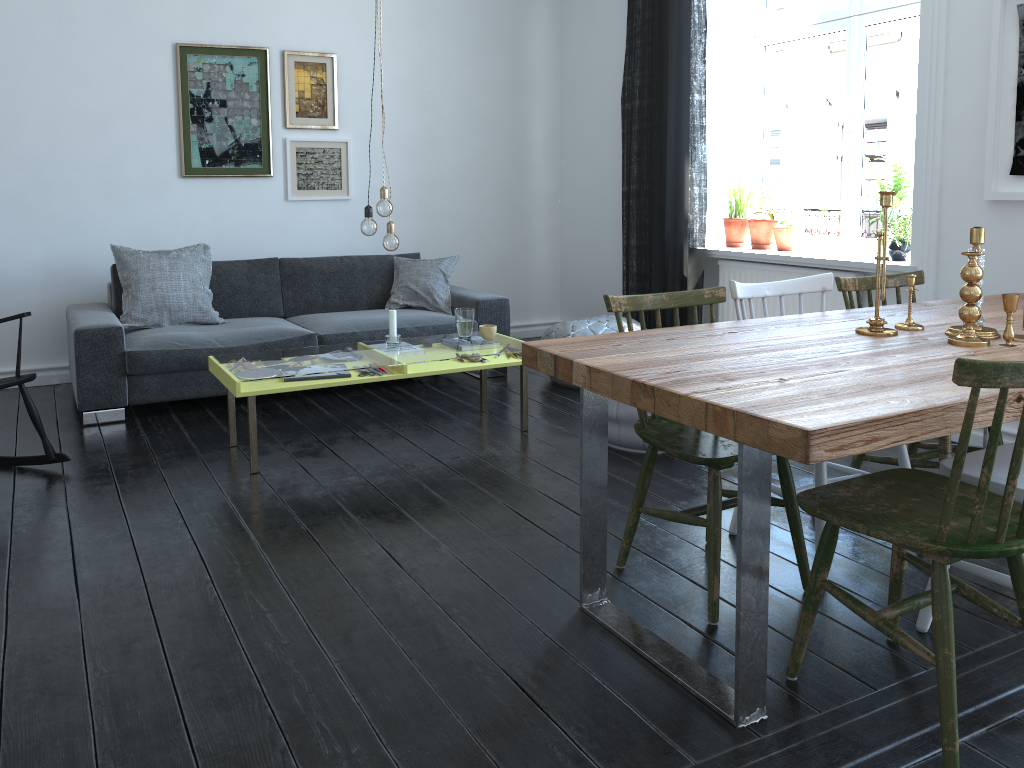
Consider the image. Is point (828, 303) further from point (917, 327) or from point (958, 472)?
point (958, 472)

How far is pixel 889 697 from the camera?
2.0 meters

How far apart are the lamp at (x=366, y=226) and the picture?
2.57m

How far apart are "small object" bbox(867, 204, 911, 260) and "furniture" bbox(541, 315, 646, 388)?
1.4m

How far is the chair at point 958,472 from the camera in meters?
1.7 m

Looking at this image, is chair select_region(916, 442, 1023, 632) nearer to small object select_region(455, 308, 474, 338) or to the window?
small object select_region(455, 308, 474, 338)

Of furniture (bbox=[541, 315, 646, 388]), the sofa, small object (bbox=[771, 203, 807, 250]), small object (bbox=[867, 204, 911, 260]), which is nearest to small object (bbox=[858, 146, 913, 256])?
small object (bbox=[867, 204, 911, 260])

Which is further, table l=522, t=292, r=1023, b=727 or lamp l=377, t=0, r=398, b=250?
lamp l=377, t=0, r=398, b=250

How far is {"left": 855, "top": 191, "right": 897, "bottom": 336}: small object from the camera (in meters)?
2.44

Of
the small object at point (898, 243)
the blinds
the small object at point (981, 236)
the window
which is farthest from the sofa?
the small object at point (981, 236)
